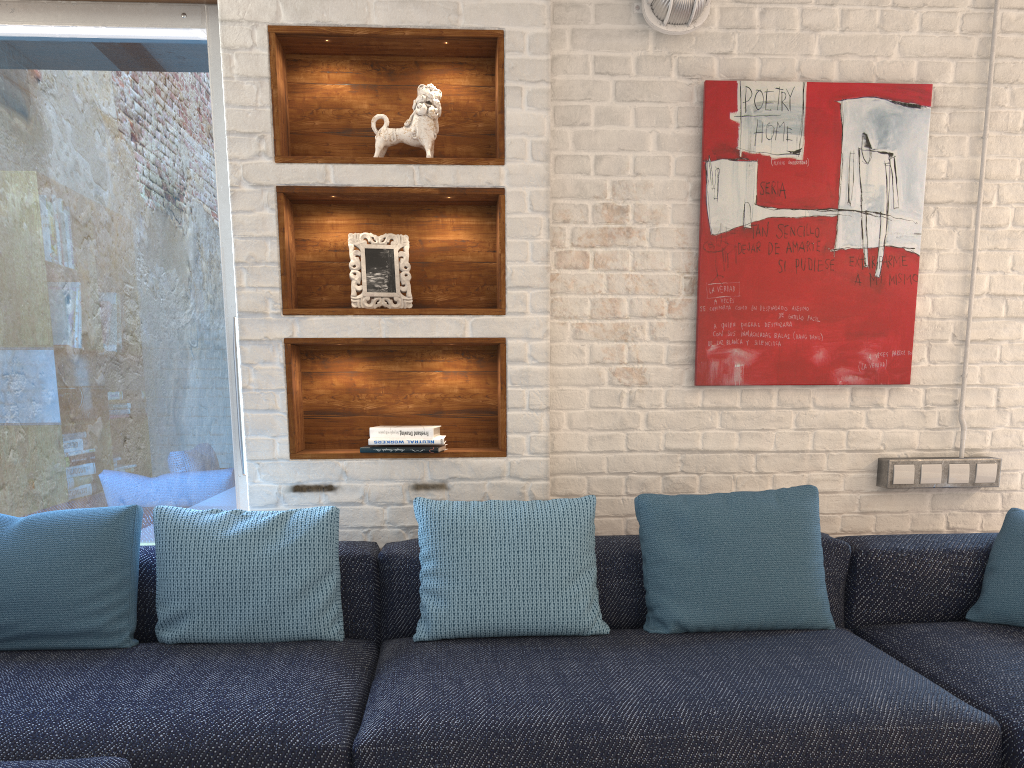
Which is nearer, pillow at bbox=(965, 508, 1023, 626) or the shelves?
pillow at bbox=(965, 508, 1023, 626)

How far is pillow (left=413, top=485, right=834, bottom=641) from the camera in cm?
232

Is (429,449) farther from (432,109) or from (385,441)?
(432,109)

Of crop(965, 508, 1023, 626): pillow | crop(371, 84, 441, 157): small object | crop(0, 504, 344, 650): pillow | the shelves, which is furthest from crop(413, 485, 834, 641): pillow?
crop(371, 84, 441, 157): small object

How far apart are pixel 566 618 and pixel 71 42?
2.44m

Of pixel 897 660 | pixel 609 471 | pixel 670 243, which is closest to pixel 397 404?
pixel 609 471

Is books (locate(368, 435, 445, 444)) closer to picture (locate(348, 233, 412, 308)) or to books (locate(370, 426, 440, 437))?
books (locate(370, 426, 440, 437))

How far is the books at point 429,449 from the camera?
2.7 meters

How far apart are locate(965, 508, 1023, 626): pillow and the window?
2.3 meters

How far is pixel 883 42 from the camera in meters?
3.0
